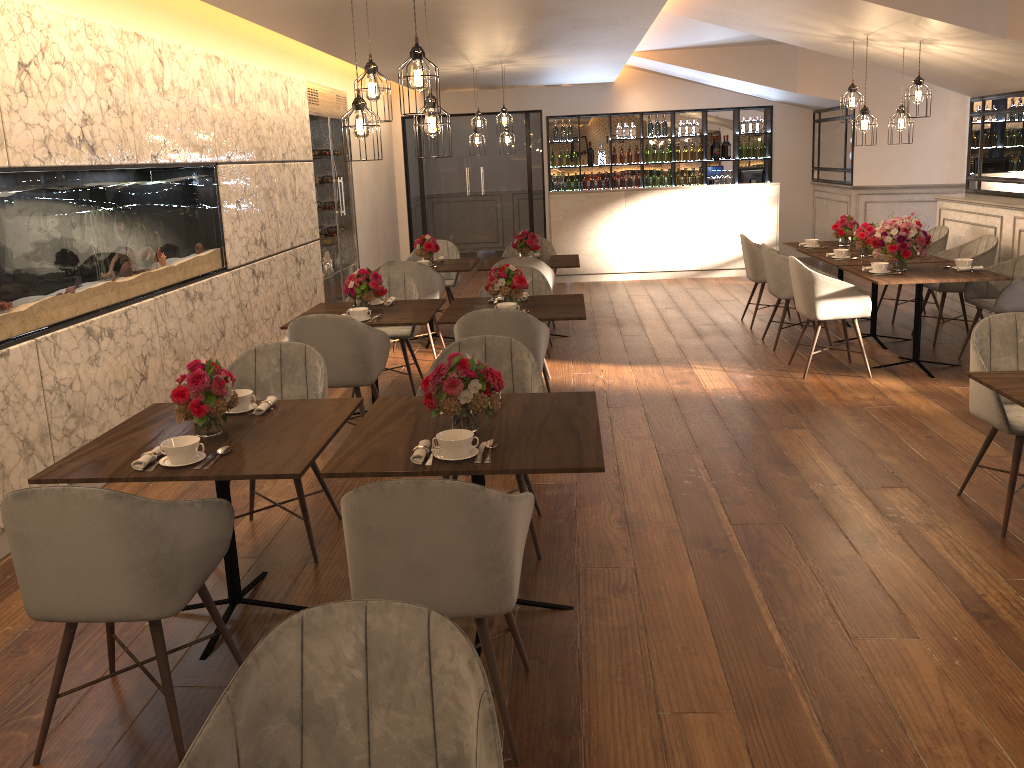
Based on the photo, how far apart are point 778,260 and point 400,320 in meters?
3.4

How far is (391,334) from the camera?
6.29m

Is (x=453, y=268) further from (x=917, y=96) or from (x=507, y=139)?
(x=917, y=96)

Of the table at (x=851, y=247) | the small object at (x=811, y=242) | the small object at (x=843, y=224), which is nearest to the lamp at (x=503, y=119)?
the table at (x=851, y=247)

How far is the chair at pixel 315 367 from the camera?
4.1 meters

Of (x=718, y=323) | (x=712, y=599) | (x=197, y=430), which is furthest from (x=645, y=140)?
(x=197, y=430)

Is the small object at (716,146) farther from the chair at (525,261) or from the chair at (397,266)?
the chair at (397,266)

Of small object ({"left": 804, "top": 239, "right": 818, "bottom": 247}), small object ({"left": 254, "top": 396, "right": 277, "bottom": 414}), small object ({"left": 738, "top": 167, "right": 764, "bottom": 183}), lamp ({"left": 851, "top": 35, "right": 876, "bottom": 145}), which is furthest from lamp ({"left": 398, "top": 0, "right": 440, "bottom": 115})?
small object ({"left": 738, "top": 167, "right": 764, "bottom": 183})

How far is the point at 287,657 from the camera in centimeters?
166cm

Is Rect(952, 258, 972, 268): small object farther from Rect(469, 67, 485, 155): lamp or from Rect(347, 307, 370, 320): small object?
Rect(469, 67, 485, 155): lamp
